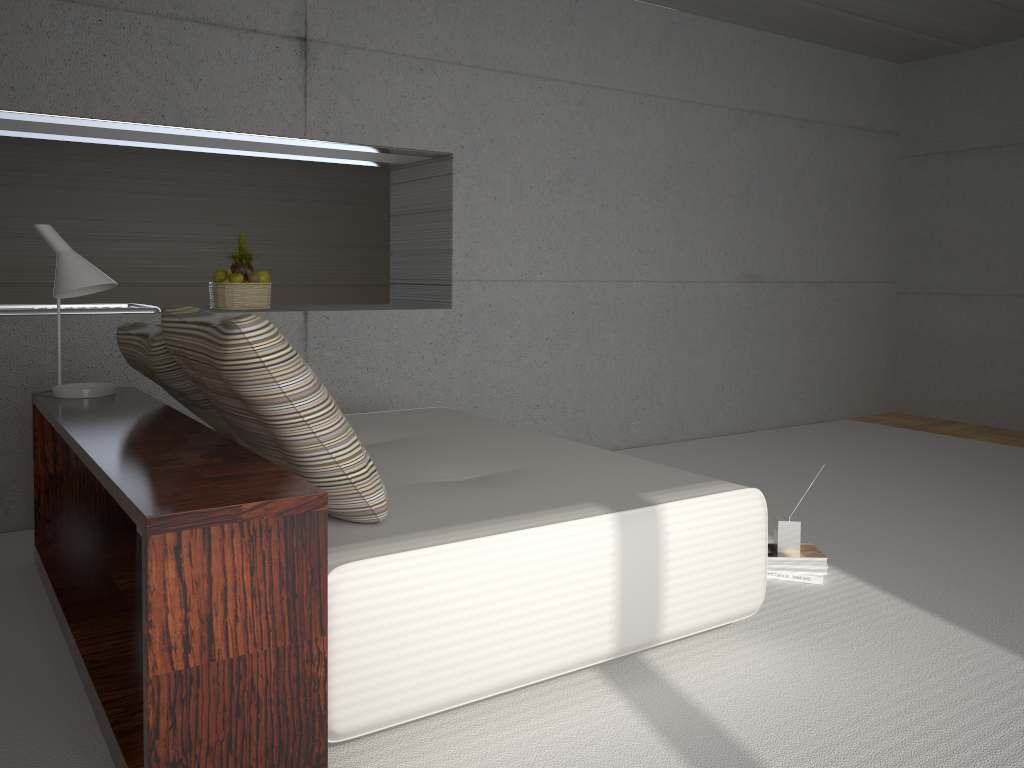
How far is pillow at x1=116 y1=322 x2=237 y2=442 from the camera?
3.0 meters

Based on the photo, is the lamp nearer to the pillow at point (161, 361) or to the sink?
the pillow at point (161, 361)

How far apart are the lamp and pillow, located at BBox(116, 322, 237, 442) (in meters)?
0.20

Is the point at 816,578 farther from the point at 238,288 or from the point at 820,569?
the point at 238,288

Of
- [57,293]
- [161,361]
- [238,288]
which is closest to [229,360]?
[161,361]

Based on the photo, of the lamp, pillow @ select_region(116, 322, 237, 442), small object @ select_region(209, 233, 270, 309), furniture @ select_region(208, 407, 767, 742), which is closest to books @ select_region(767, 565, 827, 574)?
furniture @ select_region(208, 407, 767, 742)

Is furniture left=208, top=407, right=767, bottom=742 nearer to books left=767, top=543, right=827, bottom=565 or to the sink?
books left=767, top=543, right=827, bottom=565

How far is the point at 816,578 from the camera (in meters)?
3.59

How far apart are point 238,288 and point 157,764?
3.4 meters

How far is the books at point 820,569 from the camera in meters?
3.6 m
